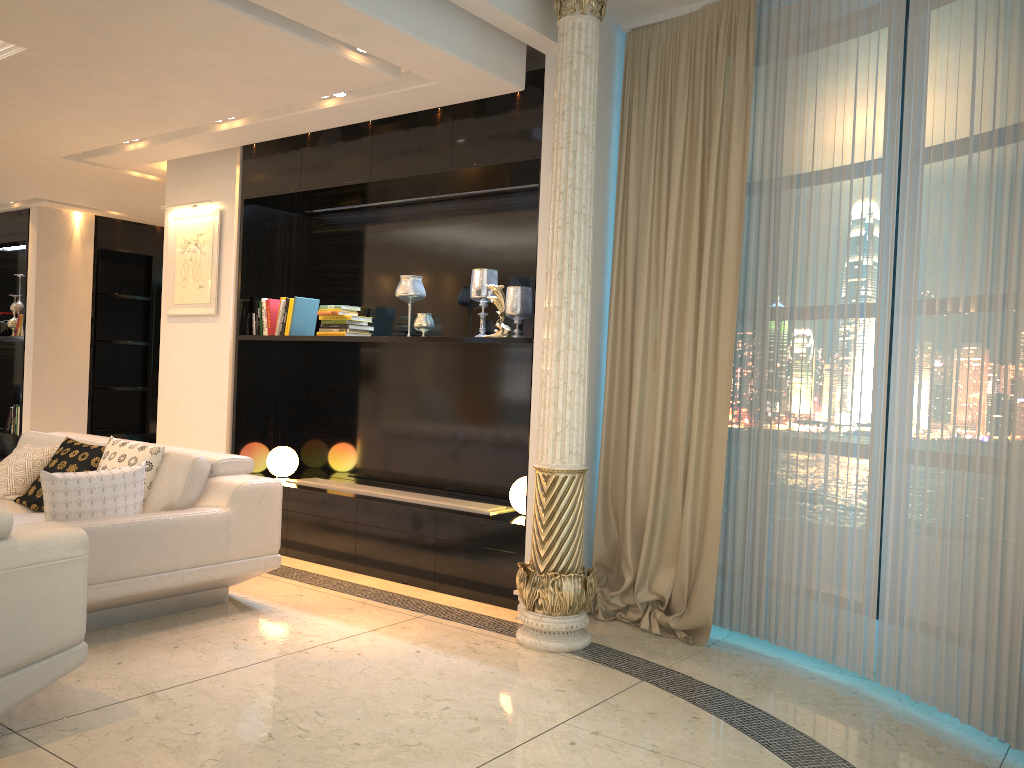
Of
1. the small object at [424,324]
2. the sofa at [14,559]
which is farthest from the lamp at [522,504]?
the sofa at [14,559]

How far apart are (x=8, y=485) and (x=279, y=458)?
1.66m

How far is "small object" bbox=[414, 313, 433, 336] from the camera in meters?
5.3

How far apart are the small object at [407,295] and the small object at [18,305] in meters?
5.4 m

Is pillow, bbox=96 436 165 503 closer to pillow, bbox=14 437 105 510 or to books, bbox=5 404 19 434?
pillow, bbox=14 437 105 510

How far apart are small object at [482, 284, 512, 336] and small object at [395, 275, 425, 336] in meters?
0.7

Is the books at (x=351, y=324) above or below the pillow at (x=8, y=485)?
above

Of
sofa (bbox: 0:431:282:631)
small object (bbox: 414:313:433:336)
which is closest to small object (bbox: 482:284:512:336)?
small object (bbox: 414:313:433:336)

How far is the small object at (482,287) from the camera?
5.11m

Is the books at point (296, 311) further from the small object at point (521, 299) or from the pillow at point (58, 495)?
the pillow at point (58, 495)
